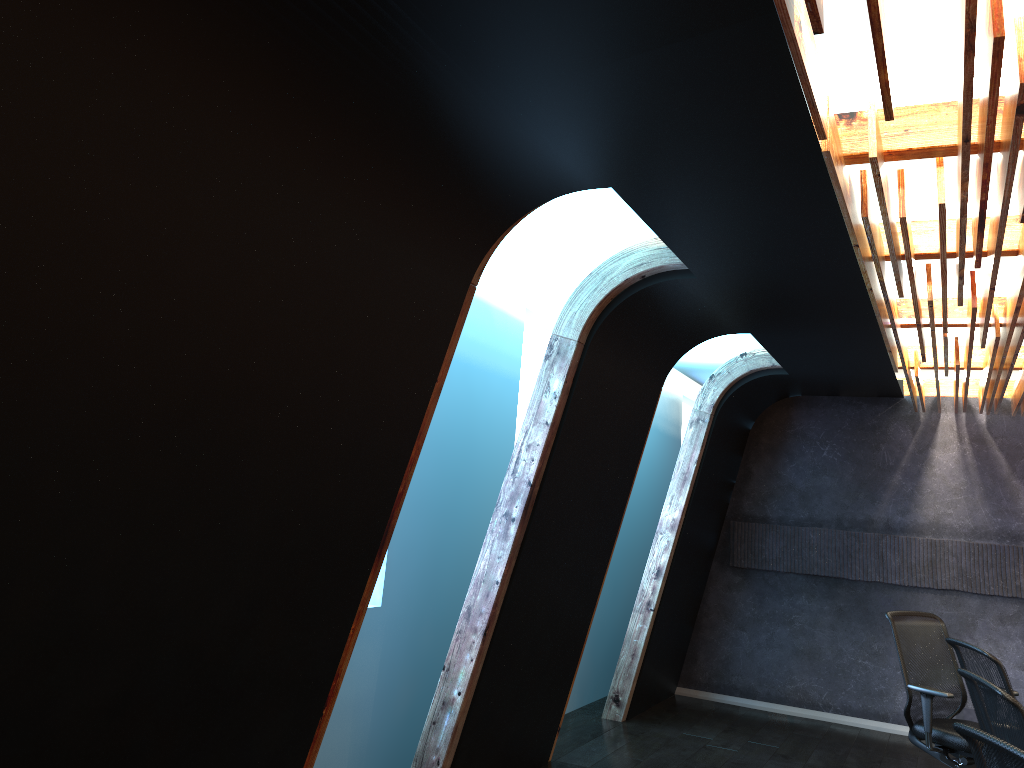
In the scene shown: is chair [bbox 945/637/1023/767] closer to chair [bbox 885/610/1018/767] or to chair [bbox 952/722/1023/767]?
chair [bbox 885/610/1018/767]

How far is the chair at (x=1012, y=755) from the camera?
2.28m

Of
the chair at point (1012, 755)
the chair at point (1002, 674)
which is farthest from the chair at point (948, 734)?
the chair at point (1012, 755)

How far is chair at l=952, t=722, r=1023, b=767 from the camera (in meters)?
2.28

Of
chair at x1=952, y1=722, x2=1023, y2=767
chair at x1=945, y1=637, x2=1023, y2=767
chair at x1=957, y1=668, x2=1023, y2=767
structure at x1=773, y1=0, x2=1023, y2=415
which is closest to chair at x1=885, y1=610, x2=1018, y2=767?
chair at x1=945, y1=637, x2=1023, y2=767

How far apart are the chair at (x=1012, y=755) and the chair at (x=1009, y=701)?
0.7m

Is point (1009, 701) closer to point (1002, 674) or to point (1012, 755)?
point (1012, 755)

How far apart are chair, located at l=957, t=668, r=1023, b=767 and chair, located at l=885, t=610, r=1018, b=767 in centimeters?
221cm

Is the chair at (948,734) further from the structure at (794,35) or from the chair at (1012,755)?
the chair at (1012,755)

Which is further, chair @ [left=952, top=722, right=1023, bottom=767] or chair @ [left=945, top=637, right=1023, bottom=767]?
chair @ [left=945, top=637, right=1023, bottom=767]
